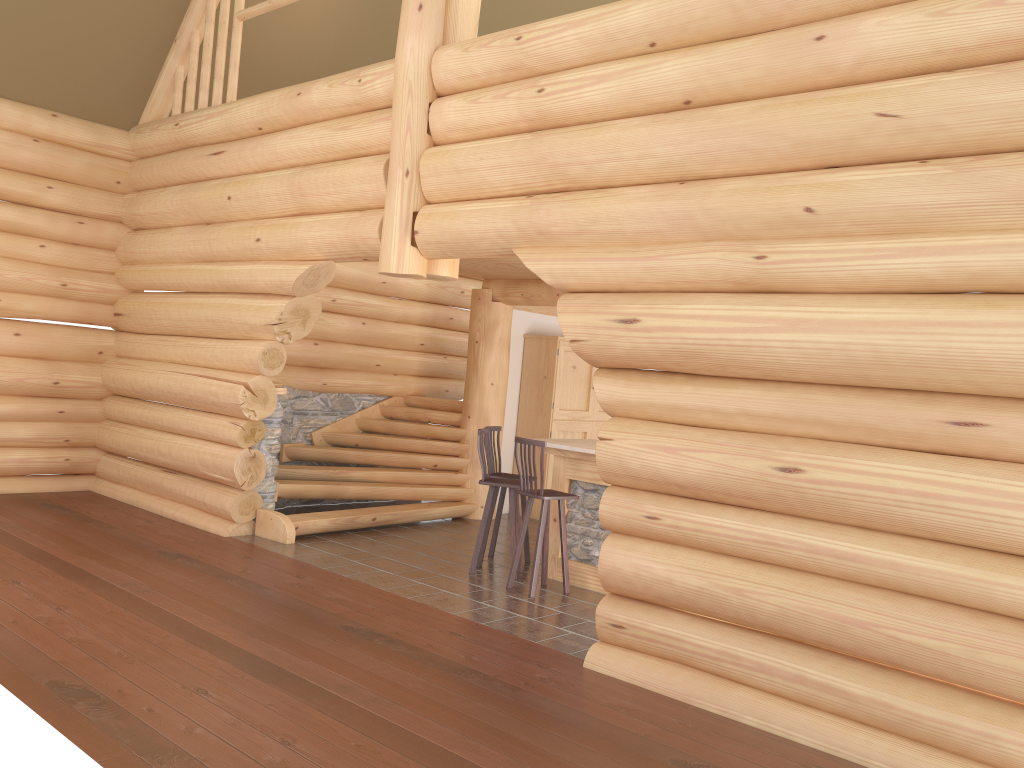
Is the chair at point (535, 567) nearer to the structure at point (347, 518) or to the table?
the table

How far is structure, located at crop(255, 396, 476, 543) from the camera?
9.41m

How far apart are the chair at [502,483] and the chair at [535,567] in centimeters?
31cm

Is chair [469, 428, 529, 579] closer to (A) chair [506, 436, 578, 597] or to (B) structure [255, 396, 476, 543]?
(A) chair [506, 436, 578, 597]

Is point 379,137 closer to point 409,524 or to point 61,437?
point 409,524

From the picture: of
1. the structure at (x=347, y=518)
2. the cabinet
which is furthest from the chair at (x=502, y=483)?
the cabinet

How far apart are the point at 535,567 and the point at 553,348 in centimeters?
455cm

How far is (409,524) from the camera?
10.4 meters

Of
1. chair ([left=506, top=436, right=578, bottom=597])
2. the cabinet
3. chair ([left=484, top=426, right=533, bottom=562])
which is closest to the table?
chair ([left=506, top=436, right=578, bottom=597])

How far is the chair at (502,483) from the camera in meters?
8.1
